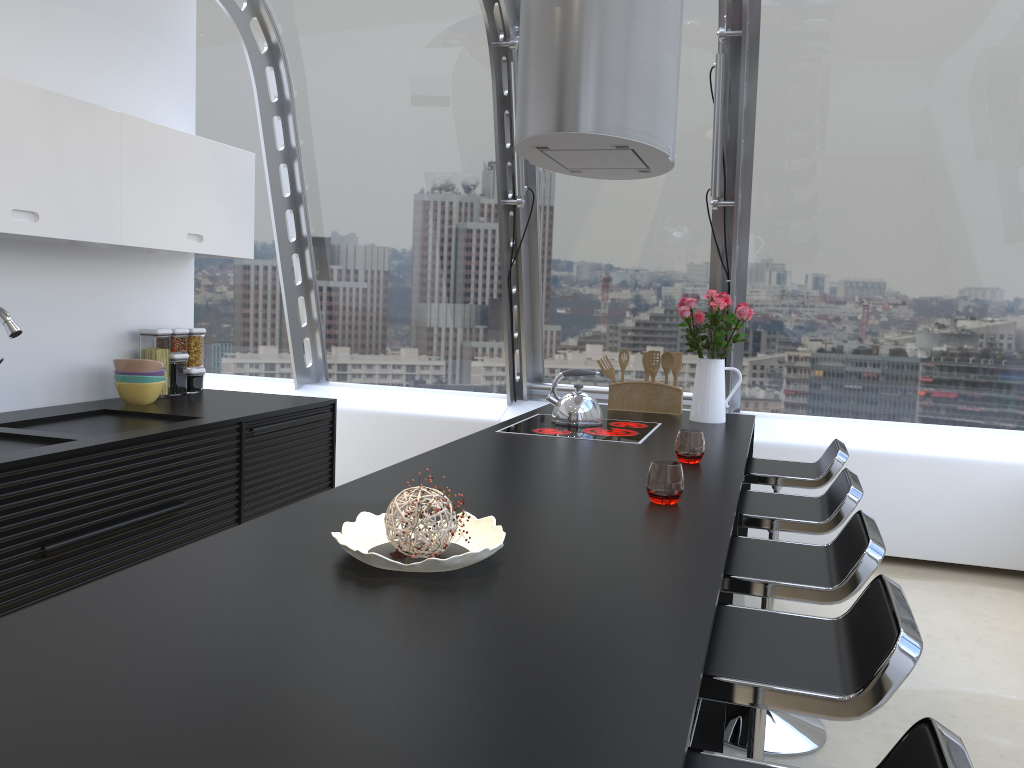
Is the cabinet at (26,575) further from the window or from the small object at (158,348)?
the window

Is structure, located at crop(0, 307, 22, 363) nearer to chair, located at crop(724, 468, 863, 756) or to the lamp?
the lamp

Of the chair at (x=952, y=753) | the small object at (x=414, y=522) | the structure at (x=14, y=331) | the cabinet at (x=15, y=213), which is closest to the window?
the cabinet at (x=15, y=213)

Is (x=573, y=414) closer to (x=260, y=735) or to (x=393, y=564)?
(x=393, y=564)

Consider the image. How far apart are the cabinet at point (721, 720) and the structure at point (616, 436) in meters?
0.8 m

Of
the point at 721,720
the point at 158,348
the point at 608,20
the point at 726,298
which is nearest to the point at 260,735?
the point at 721,720

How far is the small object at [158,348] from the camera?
4.0 meters

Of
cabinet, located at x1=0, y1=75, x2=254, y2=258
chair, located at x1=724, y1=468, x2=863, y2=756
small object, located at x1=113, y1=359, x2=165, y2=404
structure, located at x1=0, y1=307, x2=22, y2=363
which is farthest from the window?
structure, located at x1=0, y1=307, x2=22, y2=363

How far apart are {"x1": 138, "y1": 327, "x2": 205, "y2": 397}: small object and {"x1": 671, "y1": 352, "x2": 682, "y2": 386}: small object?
2.30m

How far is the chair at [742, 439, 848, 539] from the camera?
3.31m
